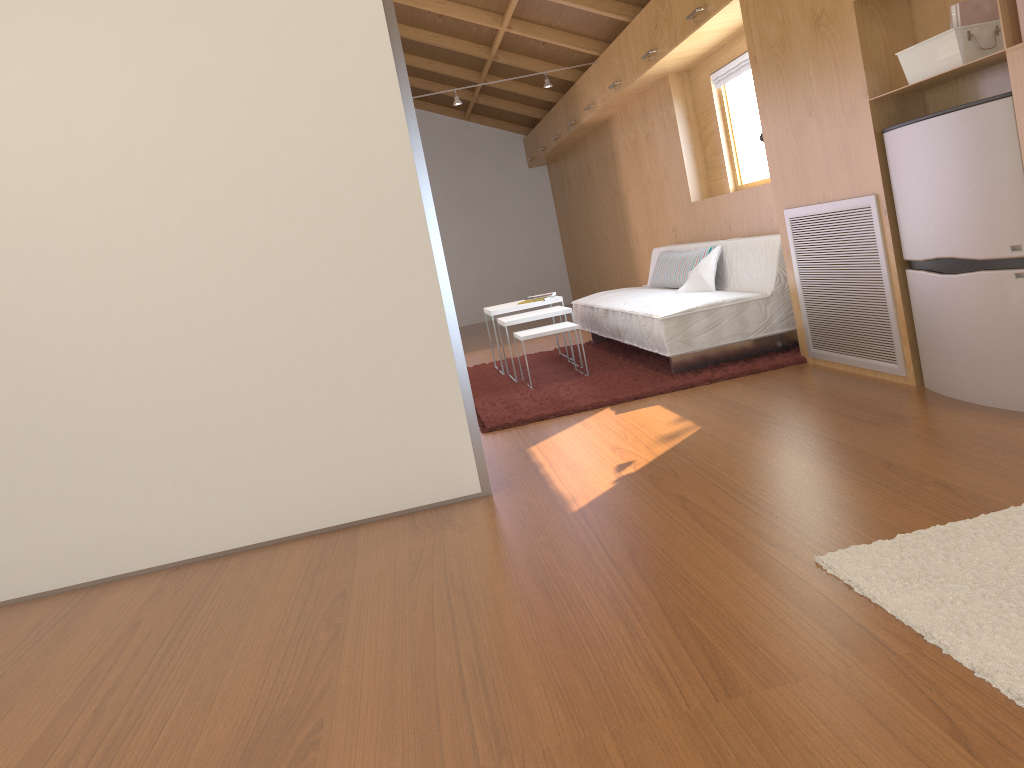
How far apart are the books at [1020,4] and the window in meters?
3.2 m

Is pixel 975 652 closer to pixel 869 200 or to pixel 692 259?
pixel 869 200

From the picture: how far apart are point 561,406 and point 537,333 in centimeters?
83cm

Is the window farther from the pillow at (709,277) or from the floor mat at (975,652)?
the floor mat at (975,652)

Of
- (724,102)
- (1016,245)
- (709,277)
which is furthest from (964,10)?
(724,102)

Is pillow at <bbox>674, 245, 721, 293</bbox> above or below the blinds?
below

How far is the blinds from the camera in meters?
5.1

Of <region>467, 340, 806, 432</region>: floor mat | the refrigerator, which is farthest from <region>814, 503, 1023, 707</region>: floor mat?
<region>467, 340, 806, 432</region>: floor mat

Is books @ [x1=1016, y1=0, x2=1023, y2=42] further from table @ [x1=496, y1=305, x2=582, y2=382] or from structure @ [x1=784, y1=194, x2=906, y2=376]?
table @ [x1=496, y1=305, x2=582, y2=382]

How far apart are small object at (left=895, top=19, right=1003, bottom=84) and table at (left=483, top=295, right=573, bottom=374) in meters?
3.0 m
